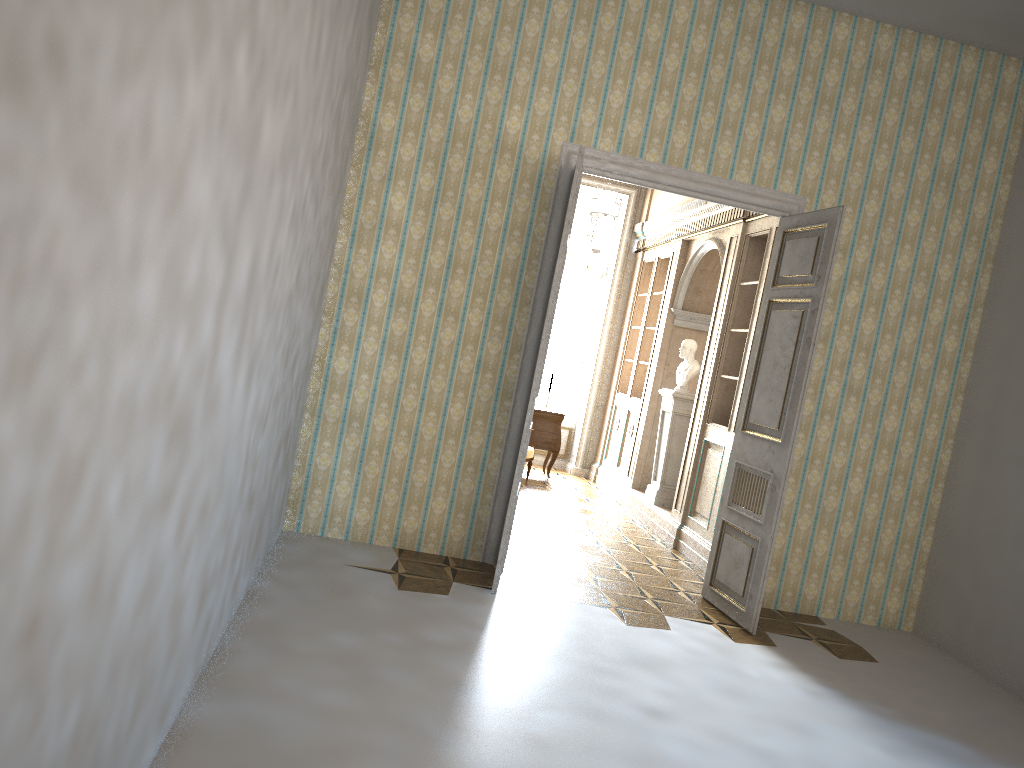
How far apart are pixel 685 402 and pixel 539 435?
2.3 meters

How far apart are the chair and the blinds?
2.60m

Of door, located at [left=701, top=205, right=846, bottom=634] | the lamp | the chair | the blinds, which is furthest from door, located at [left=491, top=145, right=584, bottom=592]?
the blinds

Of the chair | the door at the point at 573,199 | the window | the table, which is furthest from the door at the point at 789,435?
the window

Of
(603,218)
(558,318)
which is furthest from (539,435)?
(603,218)

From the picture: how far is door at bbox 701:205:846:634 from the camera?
5.4m

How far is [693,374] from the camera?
8.46m

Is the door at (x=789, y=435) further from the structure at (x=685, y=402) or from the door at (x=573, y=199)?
the structure at (x=685, y=402)

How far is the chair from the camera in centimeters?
957cm

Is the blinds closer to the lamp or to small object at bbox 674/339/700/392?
the lamp
